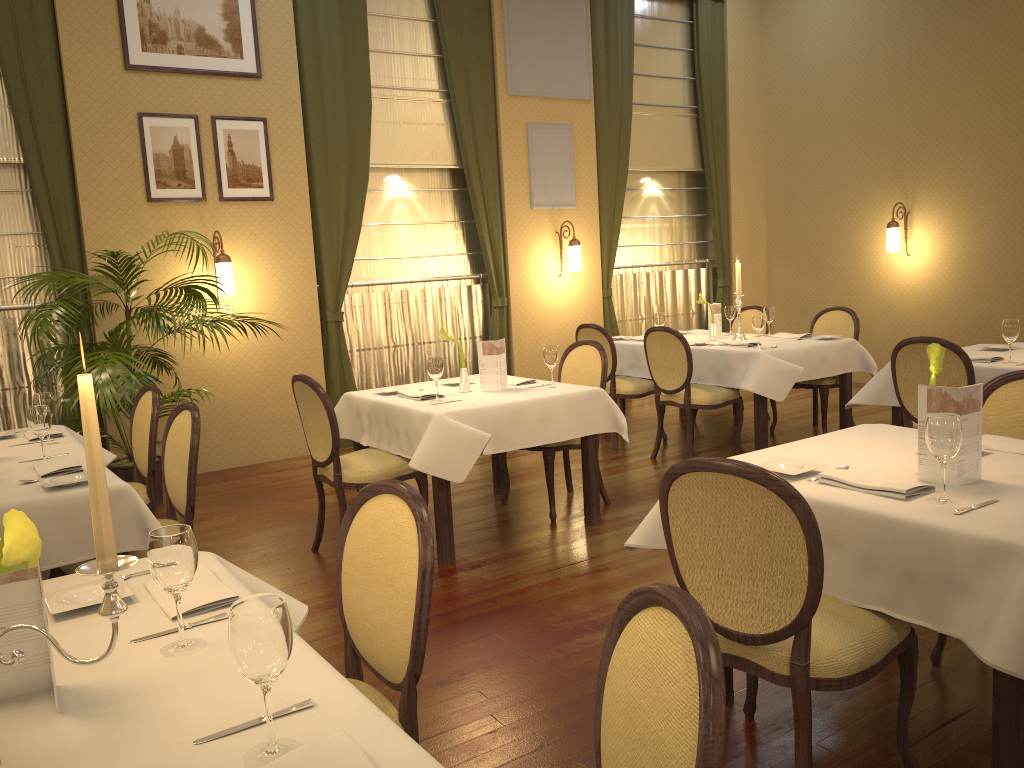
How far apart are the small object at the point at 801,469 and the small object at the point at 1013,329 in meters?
2.6 m

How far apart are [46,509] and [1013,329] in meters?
4.6 m

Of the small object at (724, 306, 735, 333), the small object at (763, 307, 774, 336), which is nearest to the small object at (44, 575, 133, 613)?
the small object at (763, 307, 774, 336)

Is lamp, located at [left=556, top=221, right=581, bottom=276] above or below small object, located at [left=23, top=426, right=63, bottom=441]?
above

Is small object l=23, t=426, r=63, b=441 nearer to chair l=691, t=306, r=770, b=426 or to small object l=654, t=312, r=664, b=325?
small object l=654, t=312, r=664, b=325

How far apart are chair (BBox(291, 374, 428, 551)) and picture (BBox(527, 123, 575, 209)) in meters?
4.1

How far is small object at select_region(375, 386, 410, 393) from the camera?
5.0 meters

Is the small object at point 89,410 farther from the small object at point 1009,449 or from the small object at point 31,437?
the small object at point 31,437

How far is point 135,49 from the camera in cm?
617

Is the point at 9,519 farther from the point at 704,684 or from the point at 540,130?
the point at 540,130
